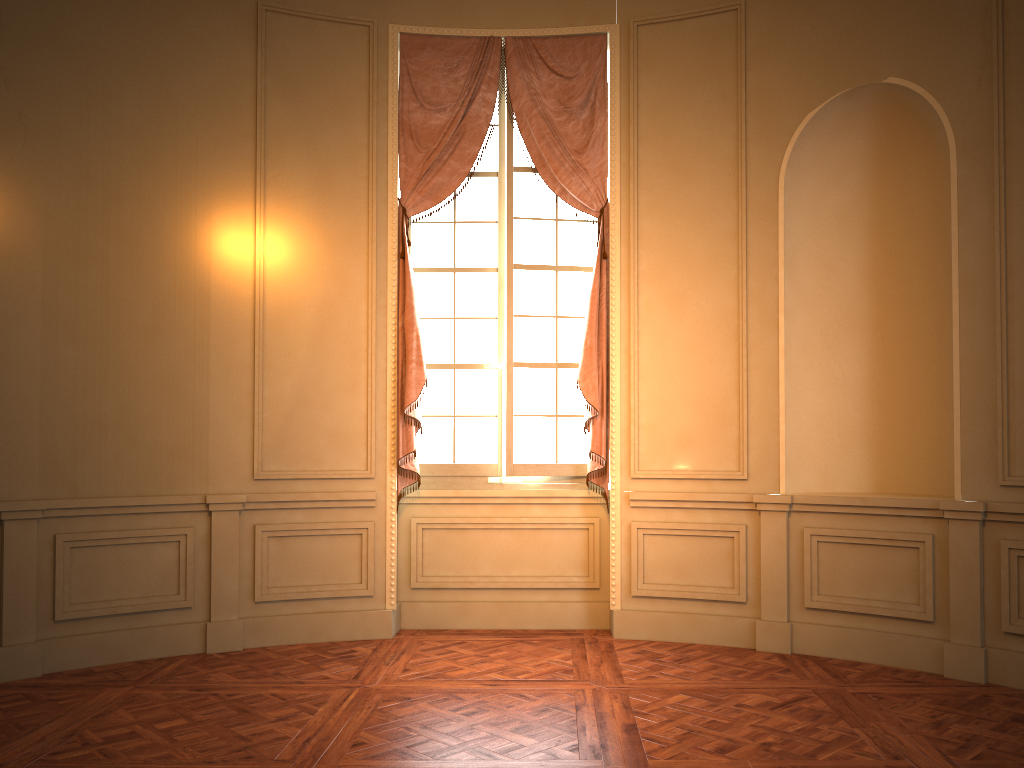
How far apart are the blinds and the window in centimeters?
9cm

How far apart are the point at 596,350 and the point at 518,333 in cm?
55

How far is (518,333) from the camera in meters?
5.6

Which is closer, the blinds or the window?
the blinds

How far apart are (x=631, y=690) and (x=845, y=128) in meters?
3.4 m

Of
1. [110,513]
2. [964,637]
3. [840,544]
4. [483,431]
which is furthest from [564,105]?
[964,637]

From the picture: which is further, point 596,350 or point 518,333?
point 518,333

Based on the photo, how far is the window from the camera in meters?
5.6 m

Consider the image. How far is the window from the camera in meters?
5.6 m

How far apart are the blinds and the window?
0.1m
